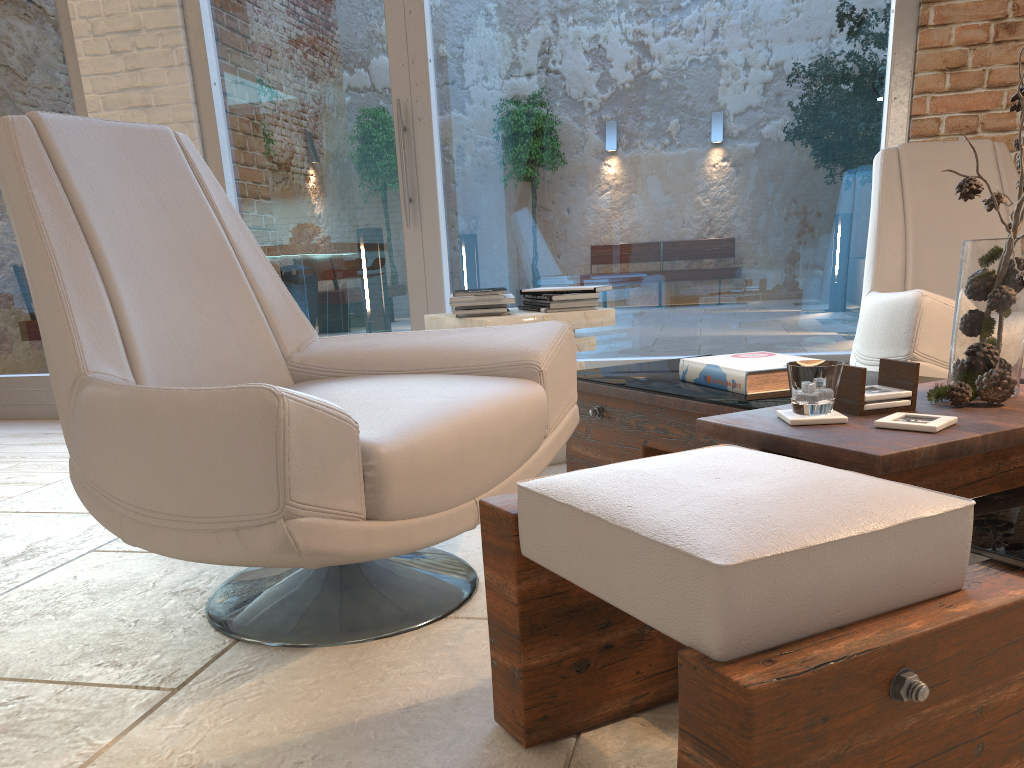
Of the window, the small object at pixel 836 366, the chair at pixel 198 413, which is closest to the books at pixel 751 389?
the chair at pixel 198 413

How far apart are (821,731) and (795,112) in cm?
336

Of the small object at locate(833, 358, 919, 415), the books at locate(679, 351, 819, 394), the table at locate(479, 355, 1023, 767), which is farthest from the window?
the small object at locate(833, 358, 919, 415)

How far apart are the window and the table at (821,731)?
1.2m

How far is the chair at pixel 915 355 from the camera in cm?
246

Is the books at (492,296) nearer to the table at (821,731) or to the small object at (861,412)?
the table at (821,731)

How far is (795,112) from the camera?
3.7m

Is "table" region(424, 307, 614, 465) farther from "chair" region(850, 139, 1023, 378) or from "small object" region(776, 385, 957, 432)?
"small object" region(776, 385, 957, 432)

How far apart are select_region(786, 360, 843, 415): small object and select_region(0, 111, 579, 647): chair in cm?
54

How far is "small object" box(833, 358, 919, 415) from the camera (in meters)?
1.51
